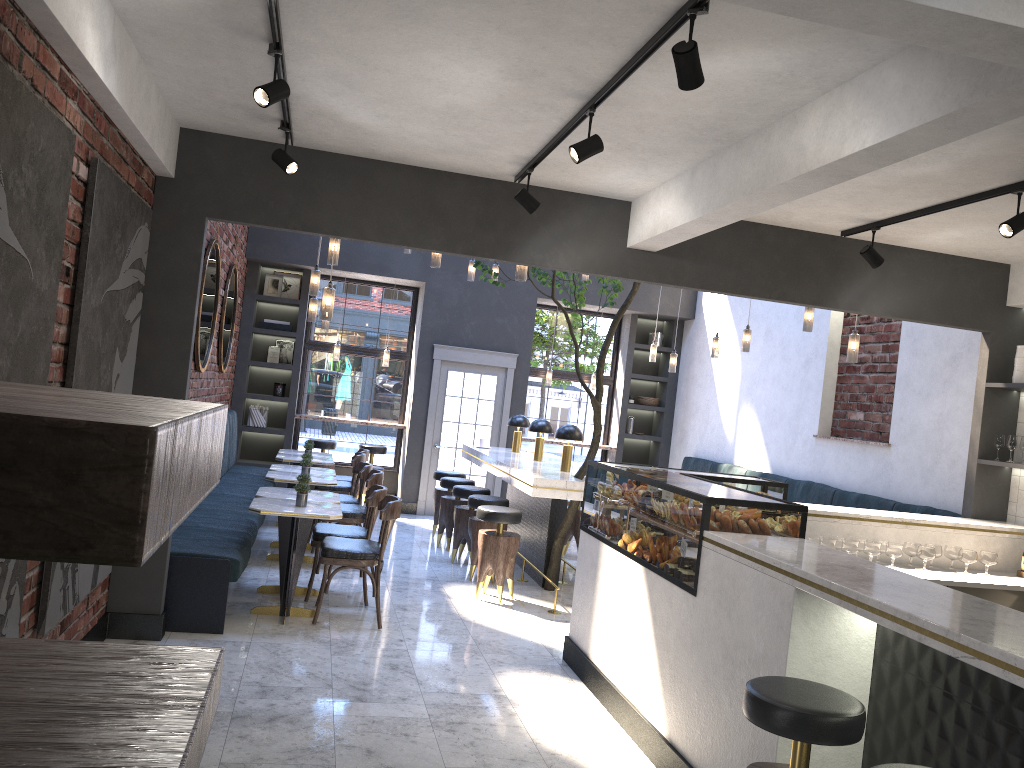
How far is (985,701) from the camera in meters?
2.7

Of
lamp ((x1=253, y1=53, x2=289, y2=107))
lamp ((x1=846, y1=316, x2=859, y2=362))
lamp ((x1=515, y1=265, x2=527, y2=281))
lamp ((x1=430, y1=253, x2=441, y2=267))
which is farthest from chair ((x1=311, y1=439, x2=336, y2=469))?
lamp ((x1=253, y1=53, x2=289, y2=107))

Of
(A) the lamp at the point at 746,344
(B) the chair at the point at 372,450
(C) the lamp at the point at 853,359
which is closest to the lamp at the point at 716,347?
(A) the lamp at the point at 746,344

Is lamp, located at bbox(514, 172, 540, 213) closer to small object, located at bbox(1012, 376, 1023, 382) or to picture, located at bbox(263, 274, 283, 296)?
small object, located at bbox(1012, 376, 1023, 382)

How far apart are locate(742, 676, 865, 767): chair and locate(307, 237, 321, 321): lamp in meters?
6.3

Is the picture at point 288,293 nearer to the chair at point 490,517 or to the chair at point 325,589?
the chair at point 490,517

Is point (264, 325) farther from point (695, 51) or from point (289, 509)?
point (695, 51)

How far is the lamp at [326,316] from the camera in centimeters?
595cm

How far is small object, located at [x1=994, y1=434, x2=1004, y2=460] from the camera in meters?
6.3 m

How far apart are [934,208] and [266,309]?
8.8 meters
